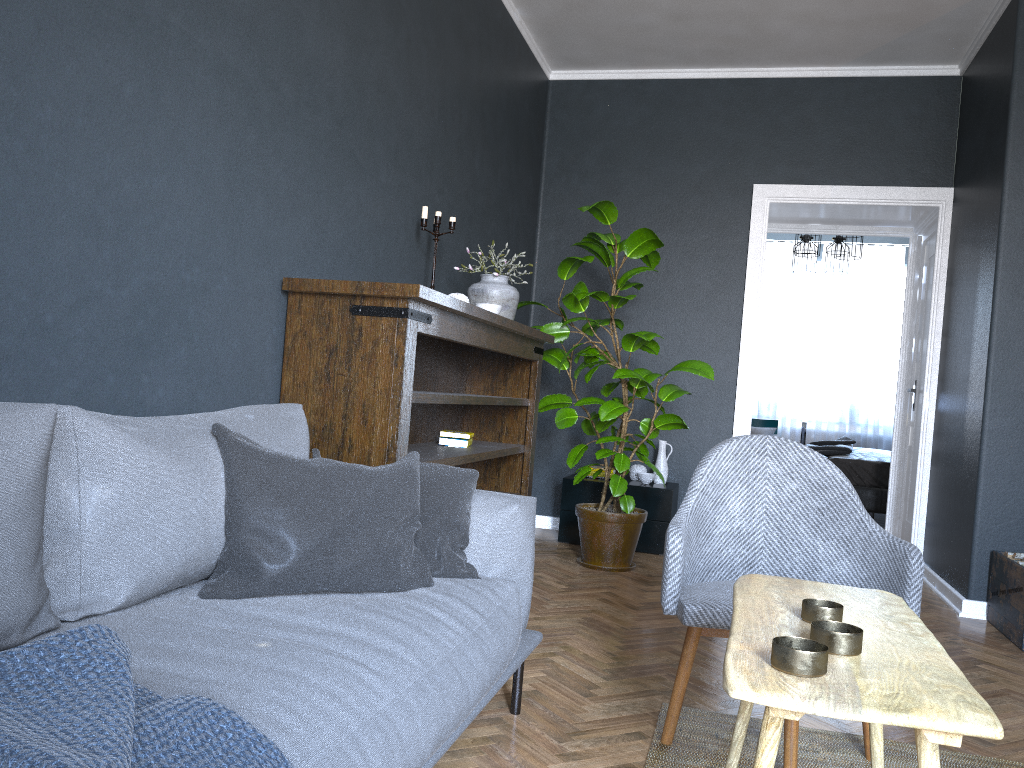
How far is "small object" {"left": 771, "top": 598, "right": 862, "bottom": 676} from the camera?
1.12m

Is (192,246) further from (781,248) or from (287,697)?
(781,248)

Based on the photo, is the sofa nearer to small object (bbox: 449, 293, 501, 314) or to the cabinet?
small object (bbox: 449, 293, 501, 314)

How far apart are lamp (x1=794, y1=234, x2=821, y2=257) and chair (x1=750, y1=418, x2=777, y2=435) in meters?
2.5

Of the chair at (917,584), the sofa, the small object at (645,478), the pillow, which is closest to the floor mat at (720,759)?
the chair at (917,584)

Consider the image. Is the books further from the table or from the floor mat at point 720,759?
the table

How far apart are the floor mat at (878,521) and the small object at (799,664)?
6.73m

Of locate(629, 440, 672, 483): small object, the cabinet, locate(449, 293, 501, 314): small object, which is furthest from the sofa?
locate(629, 440, 672, 483): small object

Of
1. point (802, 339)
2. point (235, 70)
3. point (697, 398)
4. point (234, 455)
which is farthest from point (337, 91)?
point (802, 339)

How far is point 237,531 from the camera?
1.76m
